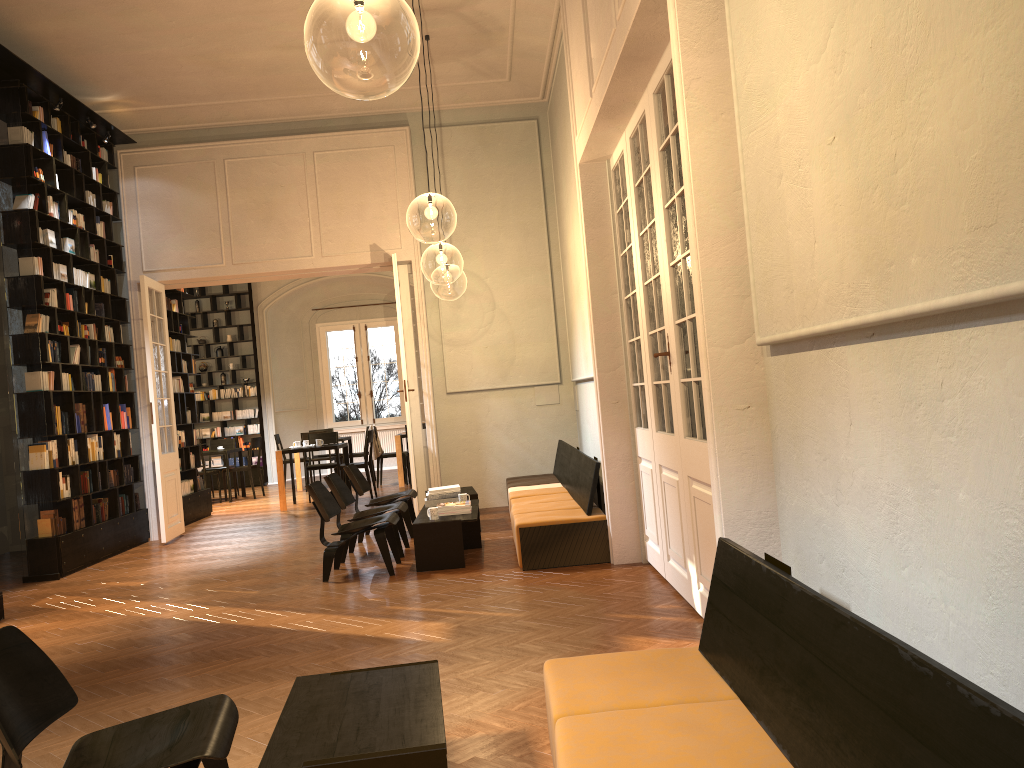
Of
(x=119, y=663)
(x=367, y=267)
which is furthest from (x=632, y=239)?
(x=367, y=267)

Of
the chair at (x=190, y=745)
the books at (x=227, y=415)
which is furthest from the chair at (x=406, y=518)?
the books at (x=227, y=415)

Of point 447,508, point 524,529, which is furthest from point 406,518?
point 524,529

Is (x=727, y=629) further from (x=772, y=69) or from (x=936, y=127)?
(x=772, y=69)

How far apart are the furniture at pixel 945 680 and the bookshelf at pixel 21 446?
7.0 meters

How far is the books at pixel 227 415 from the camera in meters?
18.3

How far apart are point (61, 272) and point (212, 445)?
7.6 meters

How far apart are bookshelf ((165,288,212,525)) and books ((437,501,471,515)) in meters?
6.0

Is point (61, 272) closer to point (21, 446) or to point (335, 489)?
point (21, 446)

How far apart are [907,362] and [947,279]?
0.4 meters
